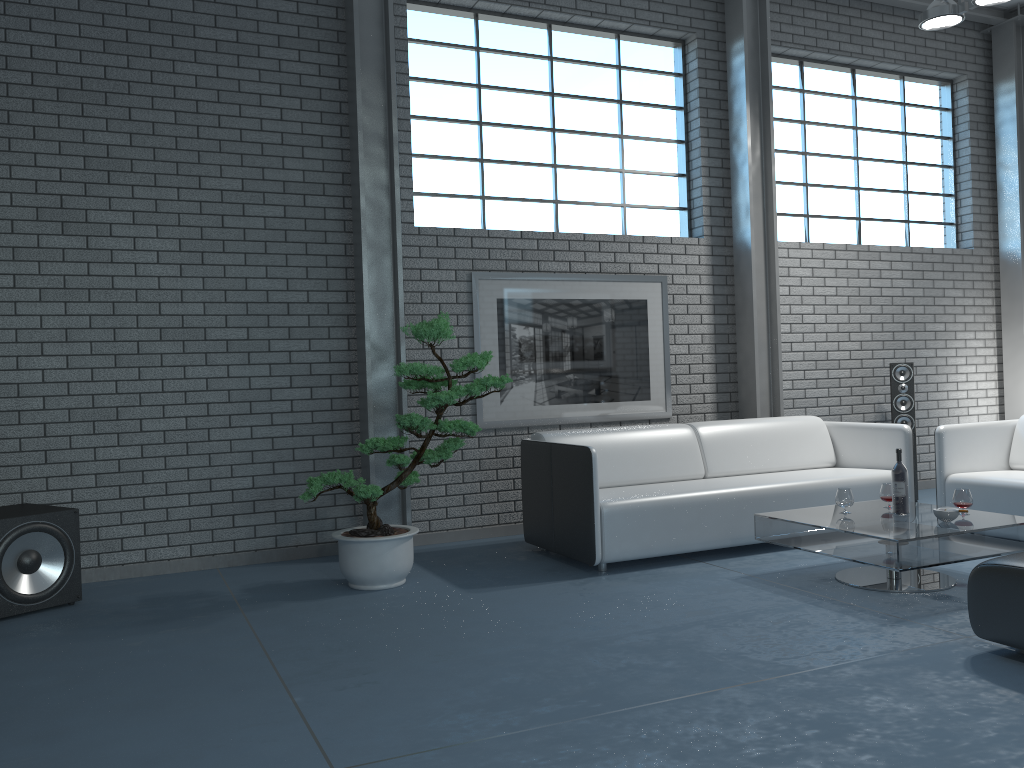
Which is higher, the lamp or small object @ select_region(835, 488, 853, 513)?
the lamp

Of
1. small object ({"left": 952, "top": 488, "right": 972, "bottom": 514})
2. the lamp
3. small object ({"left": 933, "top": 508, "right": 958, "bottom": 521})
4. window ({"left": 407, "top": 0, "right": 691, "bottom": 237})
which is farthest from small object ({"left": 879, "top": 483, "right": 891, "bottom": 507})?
the lamp

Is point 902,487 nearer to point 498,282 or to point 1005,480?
point 1005,480

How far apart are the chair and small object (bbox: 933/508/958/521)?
1.0 meters

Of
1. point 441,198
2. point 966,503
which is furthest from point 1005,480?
point 441,198

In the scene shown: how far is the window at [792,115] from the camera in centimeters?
706cm

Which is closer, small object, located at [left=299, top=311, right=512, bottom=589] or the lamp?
small object, located at [left=299, top=311, right=512, bottom=589]

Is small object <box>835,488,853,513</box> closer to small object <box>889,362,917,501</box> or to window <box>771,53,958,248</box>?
small object <box>889,362,917,501</box>

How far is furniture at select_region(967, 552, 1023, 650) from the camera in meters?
2.9

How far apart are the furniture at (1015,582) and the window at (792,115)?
4.33m
